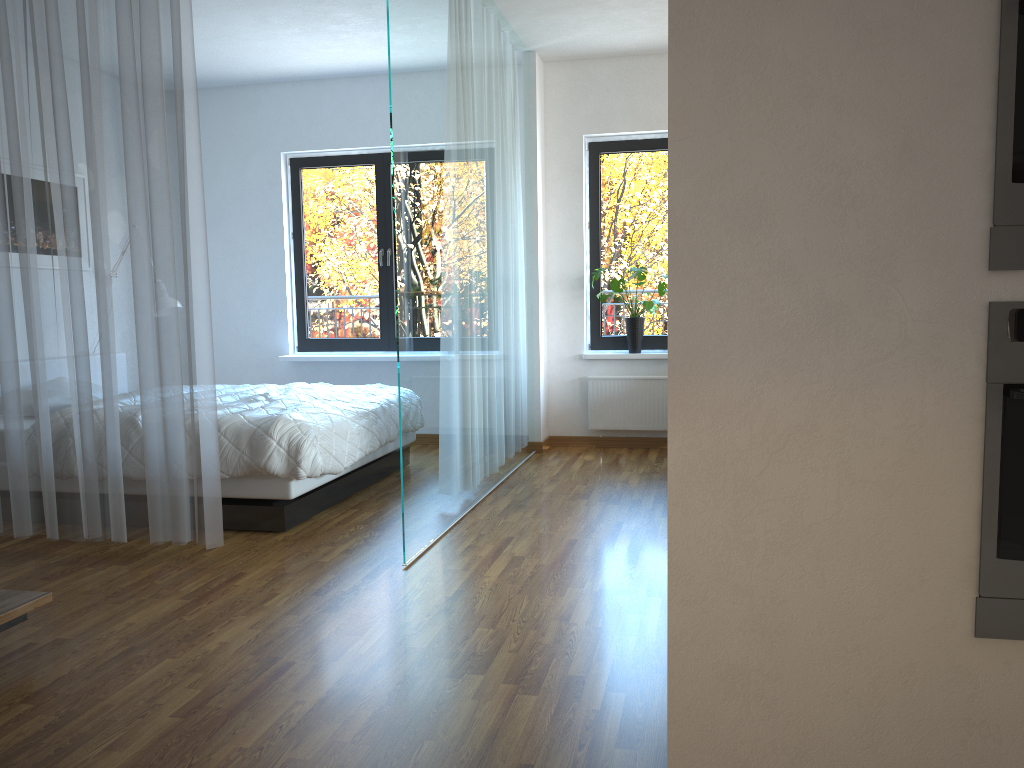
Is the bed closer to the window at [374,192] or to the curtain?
the curtain

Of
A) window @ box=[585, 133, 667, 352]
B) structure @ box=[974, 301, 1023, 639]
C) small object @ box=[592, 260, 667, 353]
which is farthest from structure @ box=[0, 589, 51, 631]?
window @ box=[585, 133, 667, 352]

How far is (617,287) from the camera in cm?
615

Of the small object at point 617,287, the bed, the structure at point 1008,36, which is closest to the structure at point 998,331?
the structure at point 1008,36

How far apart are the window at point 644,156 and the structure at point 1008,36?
5.4 meters

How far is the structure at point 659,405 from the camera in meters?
6.4

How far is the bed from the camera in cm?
413

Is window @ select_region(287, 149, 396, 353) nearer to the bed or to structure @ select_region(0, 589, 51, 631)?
the bed

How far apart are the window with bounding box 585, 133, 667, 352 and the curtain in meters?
3.5 m

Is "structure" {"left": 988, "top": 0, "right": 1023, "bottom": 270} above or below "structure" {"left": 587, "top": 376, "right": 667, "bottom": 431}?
above
